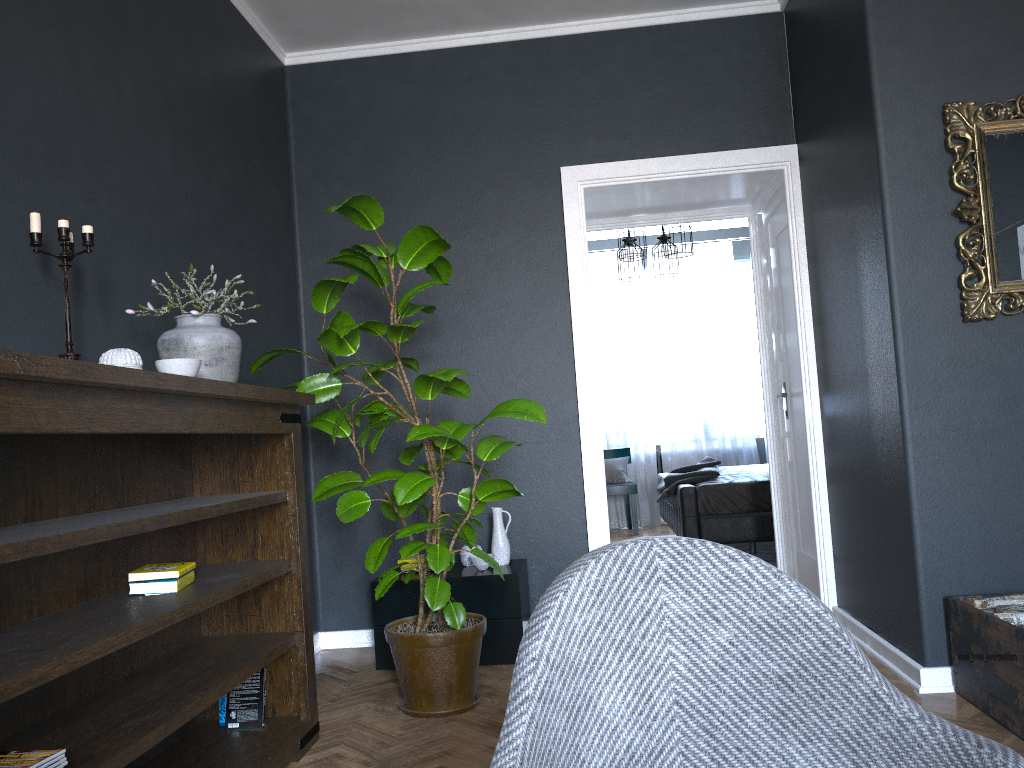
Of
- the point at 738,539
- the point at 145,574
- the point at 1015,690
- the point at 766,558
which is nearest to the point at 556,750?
the point at 145,574

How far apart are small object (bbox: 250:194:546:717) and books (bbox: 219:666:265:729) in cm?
47

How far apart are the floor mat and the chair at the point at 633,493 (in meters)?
1.46

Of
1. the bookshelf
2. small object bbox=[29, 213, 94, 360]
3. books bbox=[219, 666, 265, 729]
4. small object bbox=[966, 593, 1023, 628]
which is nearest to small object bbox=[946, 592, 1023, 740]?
small object bbox=[966, 593, 1023, 628]

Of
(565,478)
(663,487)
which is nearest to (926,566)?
(565,478)

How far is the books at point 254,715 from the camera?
2.9m

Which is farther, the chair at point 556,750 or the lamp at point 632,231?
the lamp at point 632,231

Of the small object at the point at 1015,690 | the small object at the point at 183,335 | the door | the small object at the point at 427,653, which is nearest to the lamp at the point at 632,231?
the door

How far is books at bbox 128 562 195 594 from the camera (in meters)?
2.38

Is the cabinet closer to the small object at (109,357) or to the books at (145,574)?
the books at (145,574)
